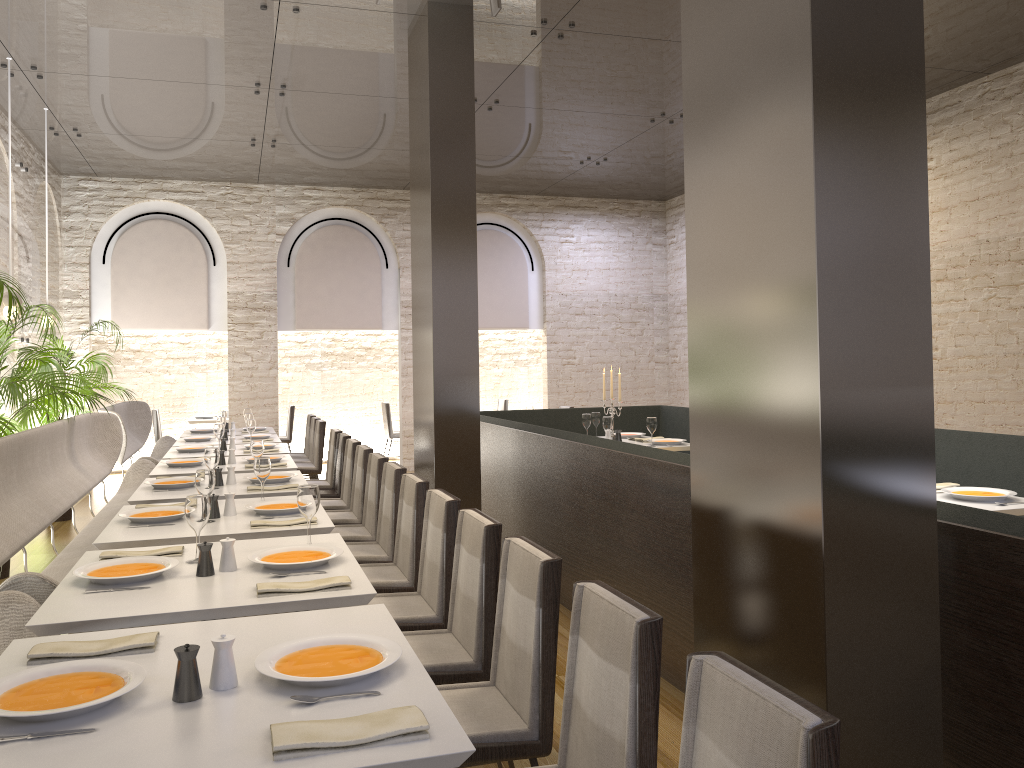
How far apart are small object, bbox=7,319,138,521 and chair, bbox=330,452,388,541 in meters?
4.3

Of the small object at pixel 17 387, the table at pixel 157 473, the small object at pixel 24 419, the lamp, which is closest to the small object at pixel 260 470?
the table at pixel 157 473

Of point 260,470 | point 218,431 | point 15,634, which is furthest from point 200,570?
point 218,431

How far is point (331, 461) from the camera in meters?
7.4 m

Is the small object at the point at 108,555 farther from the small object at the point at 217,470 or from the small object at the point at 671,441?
the small object at the point at 671,441

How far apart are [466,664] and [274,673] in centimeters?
113cm

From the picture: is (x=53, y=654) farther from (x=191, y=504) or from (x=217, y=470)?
(x=217, y=470)

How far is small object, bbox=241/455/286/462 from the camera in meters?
6.3

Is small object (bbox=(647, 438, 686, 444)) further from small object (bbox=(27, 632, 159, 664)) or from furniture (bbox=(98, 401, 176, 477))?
small object (bbox=(27, 632, 159, 664))

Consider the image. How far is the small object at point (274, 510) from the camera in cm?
405
